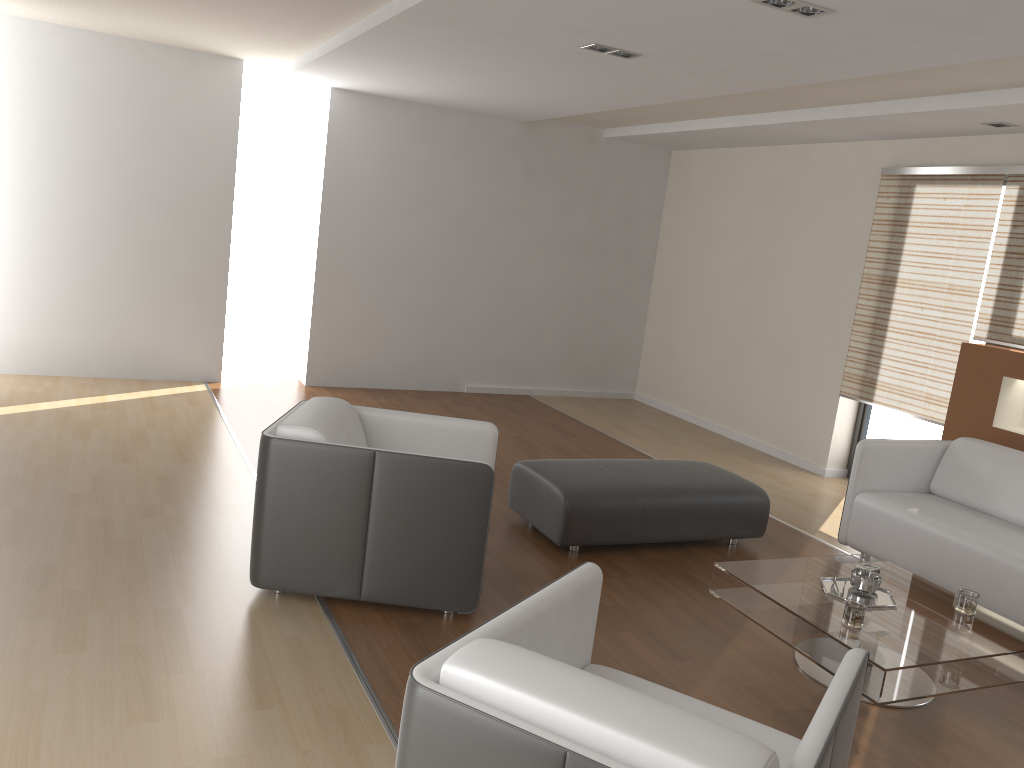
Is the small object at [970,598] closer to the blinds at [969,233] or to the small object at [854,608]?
the small object at [854,608]

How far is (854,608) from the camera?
3.16m

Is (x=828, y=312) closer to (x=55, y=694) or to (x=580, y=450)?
(x=580, y=450)

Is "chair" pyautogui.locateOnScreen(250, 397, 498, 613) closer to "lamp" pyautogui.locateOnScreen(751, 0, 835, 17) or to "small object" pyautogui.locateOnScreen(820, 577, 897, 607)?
"small object" pyautogui.locateOnScreen(820, 577, 897, 607)

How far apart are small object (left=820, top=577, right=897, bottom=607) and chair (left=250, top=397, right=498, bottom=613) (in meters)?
1.37

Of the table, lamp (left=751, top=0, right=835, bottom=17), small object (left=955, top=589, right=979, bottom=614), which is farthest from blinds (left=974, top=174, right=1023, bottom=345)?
lamp (left=751, top=0, right=835, bottom=17)

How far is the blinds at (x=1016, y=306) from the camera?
5.4 meters

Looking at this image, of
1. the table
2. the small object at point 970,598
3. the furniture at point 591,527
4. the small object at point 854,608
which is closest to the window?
the furniture at point 591,527

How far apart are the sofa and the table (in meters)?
0.58

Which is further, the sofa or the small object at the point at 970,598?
the sofa
